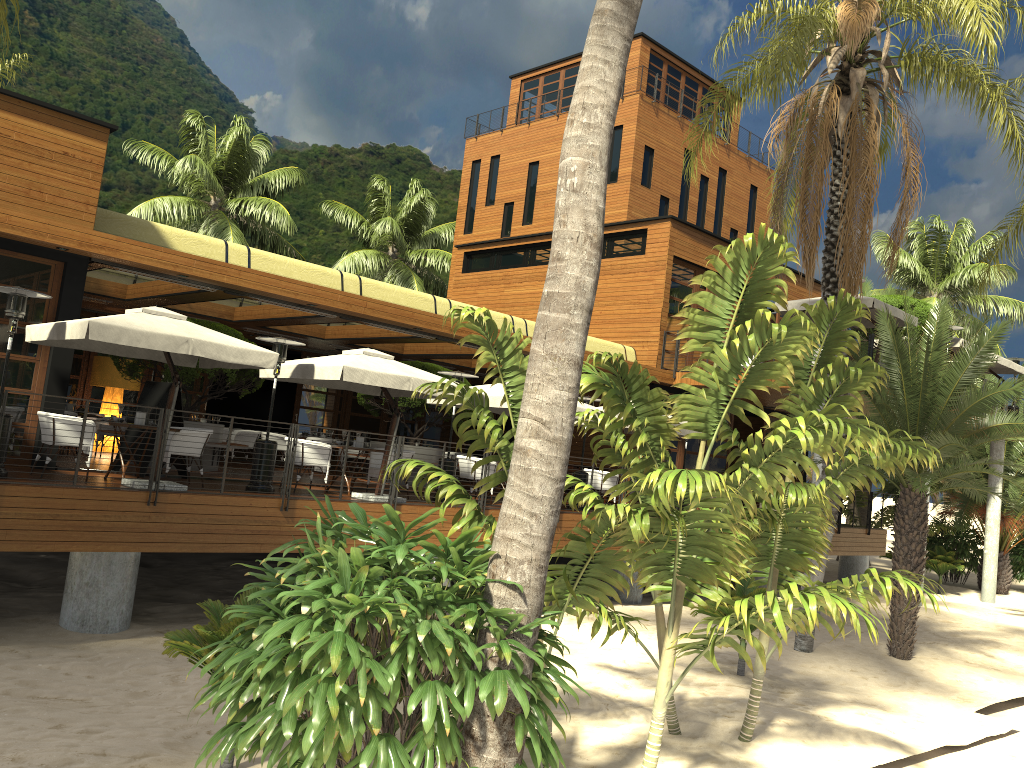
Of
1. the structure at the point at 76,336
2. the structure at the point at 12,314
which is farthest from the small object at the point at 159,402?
the structure at the point at 12,314

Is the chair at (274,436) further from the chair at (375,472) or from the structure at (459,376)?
the structure at (459,376)

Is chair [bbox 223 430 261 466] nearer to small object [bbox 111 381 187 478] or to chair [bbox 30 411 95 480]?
small object [bbox 111 381 187 478]

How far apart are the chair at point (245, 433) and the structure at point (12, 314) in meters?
8.1 m

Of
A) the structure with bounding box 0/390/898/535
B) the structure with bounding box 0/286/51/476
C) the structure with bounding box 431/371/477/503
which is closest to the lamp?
the structure with bounding box 431/371/477/503

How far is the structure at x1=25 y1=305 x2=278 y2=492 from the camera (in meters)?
10.15

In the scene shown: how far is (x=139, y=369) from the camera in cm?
1492

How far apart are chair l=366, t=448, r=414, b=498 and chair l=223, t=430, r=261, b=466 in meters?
5.2 m

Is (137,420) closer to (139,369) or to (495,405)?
(139,369)

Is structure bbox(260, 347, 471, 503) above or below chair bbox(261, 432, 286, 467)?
above
